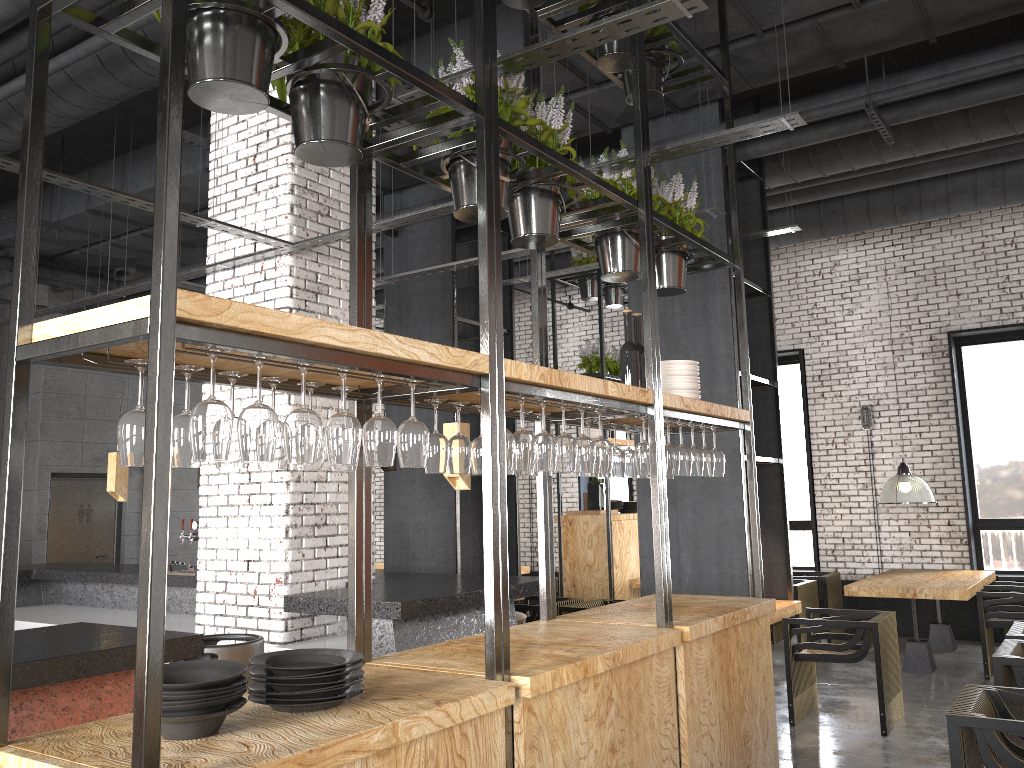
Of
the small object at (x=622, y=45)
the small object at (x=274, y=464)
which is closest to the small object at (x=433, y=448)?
the small object at (x=274, y=464)

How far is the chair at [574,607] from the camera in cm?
719

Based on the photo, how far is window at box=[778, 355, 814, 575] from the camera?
→ 10.9m

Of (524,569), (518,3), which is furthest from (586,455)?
(524,569)

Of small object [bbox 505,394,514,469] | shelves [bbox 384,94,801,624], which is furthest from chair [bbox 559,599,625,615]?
small object [bbox 505,394,514,469]

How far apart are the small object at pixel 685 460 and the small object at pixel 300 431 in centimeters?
242cm

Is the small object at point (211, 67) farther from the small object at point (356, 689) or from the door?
the door

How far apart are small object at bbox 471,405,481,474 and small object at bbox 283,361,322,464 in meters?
1.2

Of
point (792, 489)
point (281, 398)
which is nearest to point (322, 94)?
point (281, 398)

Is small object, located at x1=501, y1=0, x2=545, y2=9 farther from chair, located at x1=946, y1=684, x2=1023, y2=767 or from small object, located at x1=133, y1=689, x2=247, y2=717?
chair, located at x1=946, y1=684, x2=1023, y2=767
